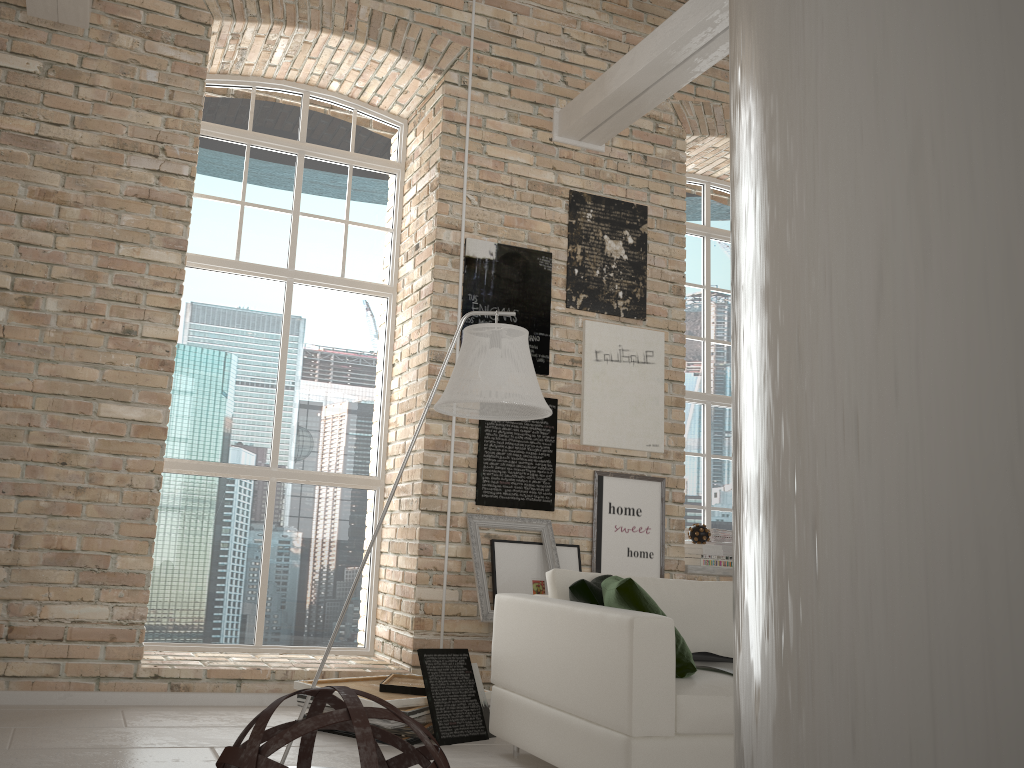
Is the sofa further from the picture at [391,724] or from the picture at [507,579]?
the picture at [507,579]

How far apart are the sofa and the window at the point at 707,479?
2.4m

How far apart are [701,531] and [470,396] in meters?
3.2

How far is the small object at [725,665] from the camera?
3.5 meters

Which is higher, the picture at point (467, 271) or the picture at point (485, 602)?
the picture at point (467, 271)

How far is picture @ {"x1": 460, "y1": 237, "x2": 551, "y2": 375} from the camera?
5.4 meters

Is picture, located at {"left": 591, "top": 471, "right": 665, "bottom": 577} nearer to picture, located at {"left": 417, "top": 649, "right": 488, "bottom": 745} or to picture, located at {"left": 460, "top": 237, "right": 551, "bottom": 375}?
picture, located at {"left": 460, "top": 237, "right": 551, "bottom": 375}

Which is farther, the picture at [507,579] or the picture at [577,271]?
the picture at [577,271]

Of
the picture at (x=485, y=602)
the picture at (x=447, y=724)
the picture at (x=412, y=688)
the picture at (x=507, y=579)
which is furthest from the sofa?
the picture at (x=507, y=579)

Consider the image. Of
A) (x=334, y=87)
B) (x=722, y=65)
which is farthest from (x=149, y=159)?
(x=722, y=65)
